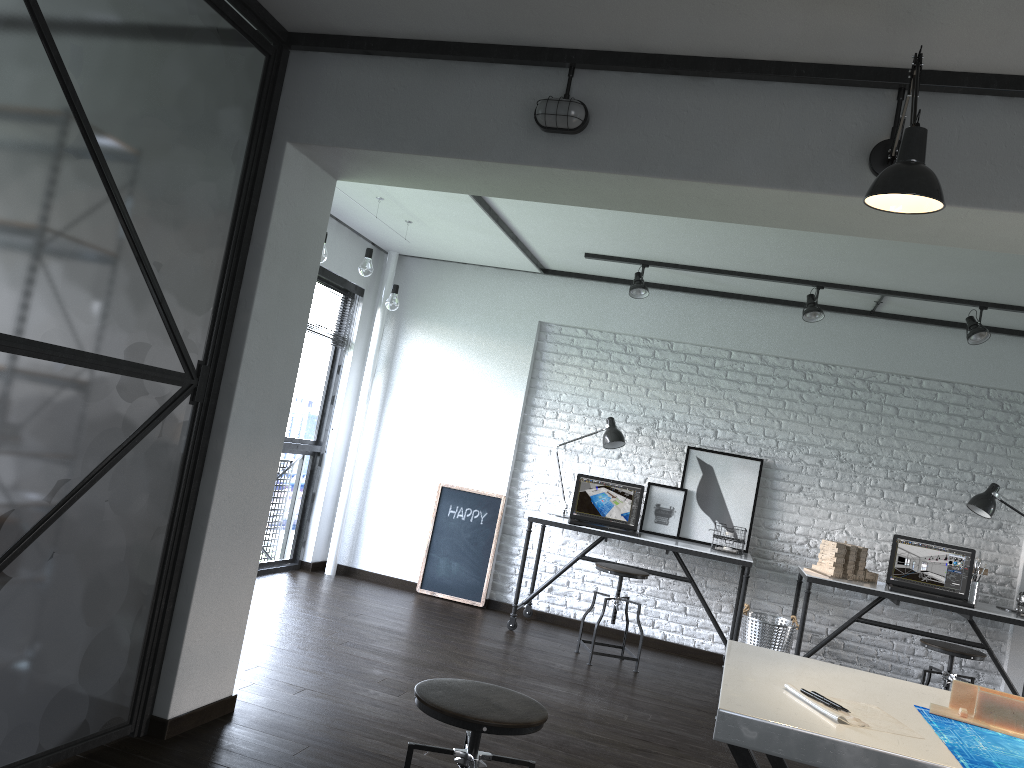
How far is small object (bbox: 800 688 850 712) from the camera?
1.79m

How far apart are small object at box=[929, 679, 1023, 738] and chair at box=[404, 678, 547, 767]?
0.9m

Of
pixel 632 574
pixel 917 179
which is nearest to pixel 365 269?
pixel 632 574

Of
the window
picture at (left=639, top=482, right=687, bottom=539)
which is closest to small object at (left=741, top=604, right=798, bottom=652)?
picture at (left=639, top=482, right=687, bottom=539)

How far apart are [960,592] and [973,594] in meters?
0.1 m

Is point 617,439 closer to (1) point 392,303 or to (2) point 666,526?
(2) point 666,526

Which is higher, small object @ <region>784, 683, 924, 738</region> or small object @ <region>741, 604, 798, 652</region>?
small object @ <region>784, 683, 924, 738</region>

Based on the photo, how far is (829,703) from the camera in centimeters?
179cm

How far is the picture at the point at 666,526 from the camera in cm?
577

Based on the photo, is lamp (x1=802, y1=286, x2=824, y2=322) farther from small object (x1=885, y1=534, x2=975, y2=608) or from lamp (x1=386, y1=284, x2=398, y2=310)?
lamp (x1=386, y1=284, x2=398, y2=310)
